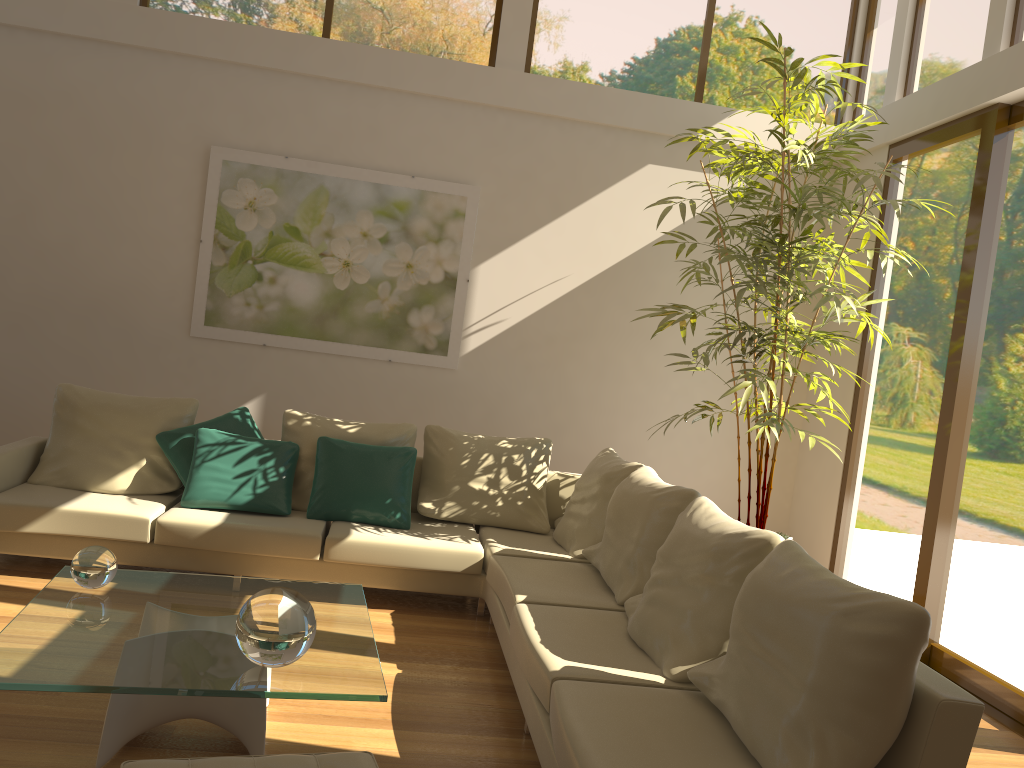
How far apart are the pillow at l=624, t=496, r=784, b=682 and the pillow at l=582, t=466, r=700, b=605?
0.1m

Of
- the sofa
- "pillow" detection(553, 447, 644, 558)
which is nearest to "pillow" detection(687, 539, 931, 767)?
the sofa

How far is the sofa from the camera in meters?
2.5

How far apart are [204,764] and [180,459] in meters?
3.2 m

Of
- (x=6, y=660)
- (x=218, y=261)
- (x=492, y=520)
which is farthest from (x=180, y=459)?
(x=6, y=660)

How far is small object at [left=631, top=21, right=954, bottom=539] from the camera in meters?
4.8

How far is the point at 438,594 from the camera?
5.13m

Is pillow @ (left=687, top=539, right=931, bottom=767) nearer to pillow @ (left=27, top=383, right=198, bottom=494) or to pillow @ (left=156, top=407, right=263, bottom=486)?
pillow @ (left=156, top=407, right=263, bottom=486)

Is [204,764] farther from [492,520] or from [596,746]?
[492,520]

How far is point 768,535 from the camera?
3.13m
